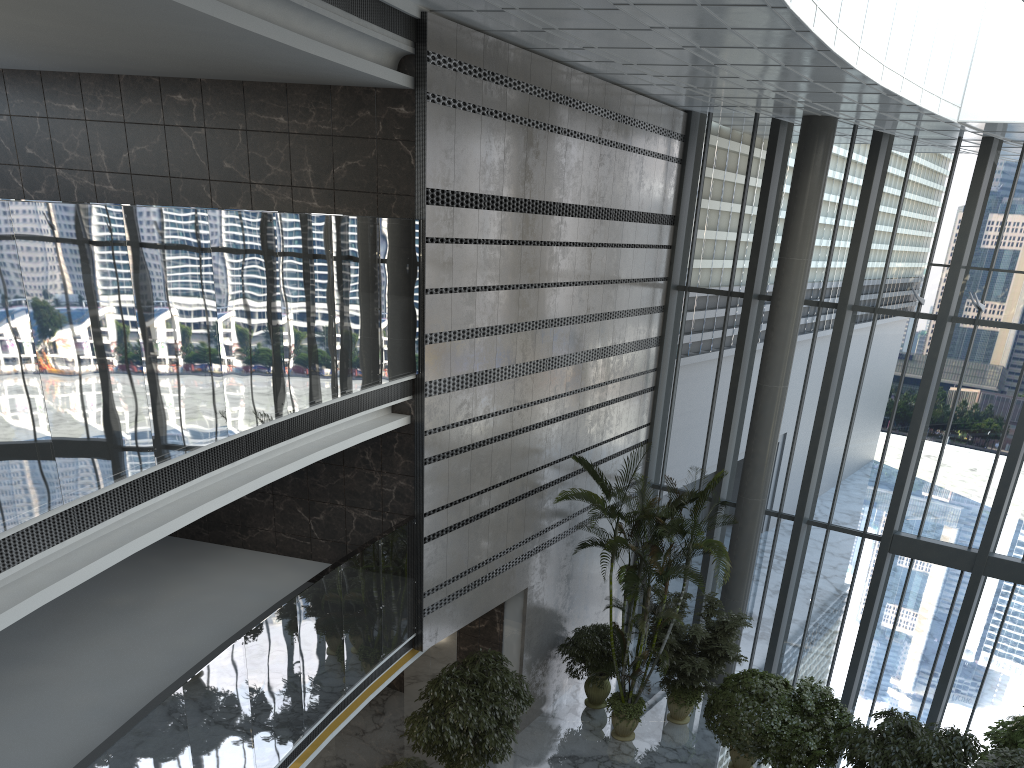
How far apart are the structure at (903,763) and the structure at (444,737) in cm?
389

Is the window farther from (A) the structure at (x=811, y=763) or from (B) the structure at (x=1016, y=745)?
(A) the structure at (x=811, y=763)

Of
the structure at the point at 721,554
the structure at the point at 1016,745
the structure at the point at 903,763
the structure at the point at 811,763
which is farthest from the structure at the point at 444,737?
the structure at the point at 1016,745

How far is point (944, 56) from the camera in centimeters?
1038cm

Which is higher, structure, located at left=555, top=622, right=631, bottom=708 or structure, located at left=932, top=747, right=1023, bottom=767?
structure, located at left=932, top=747, right=1023, bottom=767

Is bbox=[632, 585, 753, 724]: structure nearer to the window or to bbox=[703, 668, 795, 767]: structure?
bbox=[703, 668, 795, 767]: structure

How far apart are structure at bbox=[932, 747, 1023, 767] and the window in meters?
3.6

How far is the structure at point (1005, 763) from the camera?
8.6m

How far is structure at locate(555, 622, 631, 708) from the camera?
12.4 meters

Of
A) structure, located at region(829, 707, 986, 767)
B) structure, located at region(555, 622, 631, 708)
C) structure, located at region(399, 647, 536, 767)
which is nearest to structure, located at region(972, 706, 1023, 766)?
structure, located at region(829, 707, 986, 767)
